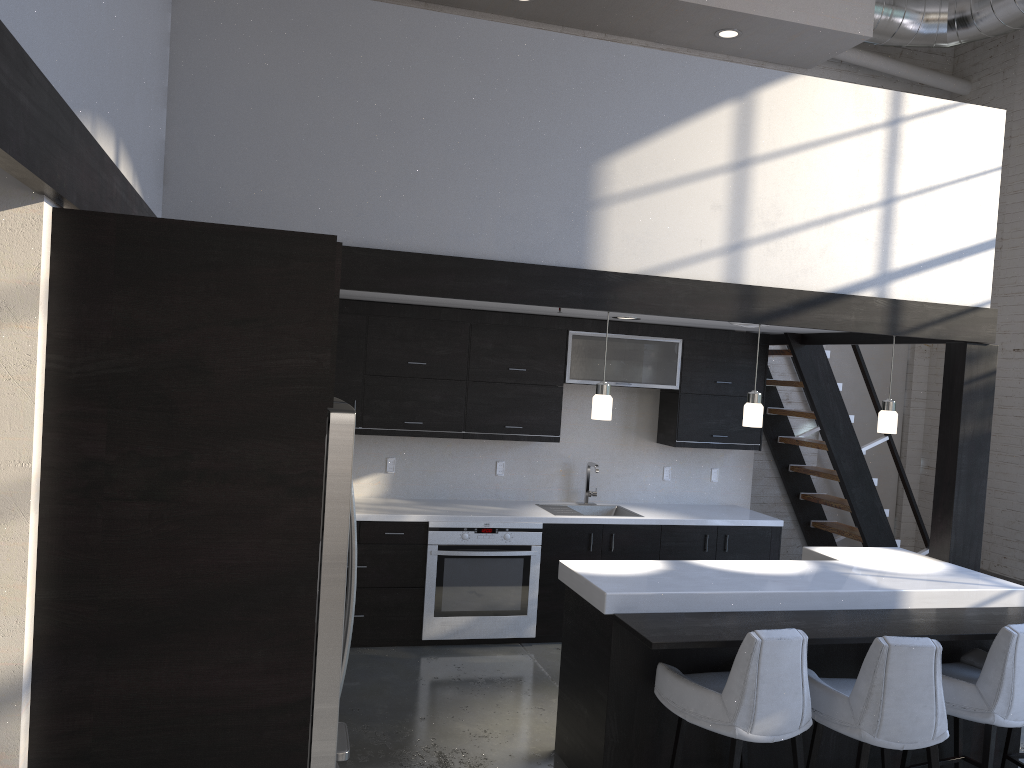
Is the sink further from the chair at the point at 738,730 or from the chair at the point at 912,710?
the chair at the point at 912,710

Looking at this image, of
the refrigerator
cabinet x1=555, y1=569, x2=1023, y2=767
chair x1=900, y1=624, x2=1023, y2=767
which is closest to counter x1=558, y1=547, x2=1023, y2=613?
cabinet x1=555, y1=569, x2=1023, y2=767

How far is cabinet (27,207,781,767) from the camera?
2.0 meters

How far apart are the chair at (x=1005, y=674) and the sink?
2.60m

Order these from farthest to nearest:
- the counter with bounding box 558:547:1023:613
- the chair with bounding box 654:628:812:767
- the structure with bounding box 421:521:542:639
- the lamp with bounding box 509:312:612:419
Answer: the structure with bounding box 421:521:542:639
the lamp with bounding box 509:312:612:419
the counter with bounding box 558:547:1023:613
the chair with bounding box 654:628:812:767

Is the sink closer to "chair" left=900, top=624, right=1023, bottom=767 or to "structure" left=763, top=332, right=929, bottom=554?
"structure" left=763, top=332, right=929, bottom=554

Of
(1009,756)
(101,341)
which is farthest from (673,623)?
(101,341)

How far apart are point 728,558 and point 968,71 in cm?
496

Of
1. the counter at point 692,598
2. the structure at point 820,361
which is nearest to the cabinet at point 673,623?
the counter at point 692,598

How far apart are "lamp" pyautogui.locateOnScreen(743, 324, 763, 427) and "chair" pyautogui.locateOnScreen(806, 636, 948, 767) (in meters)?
1.36
